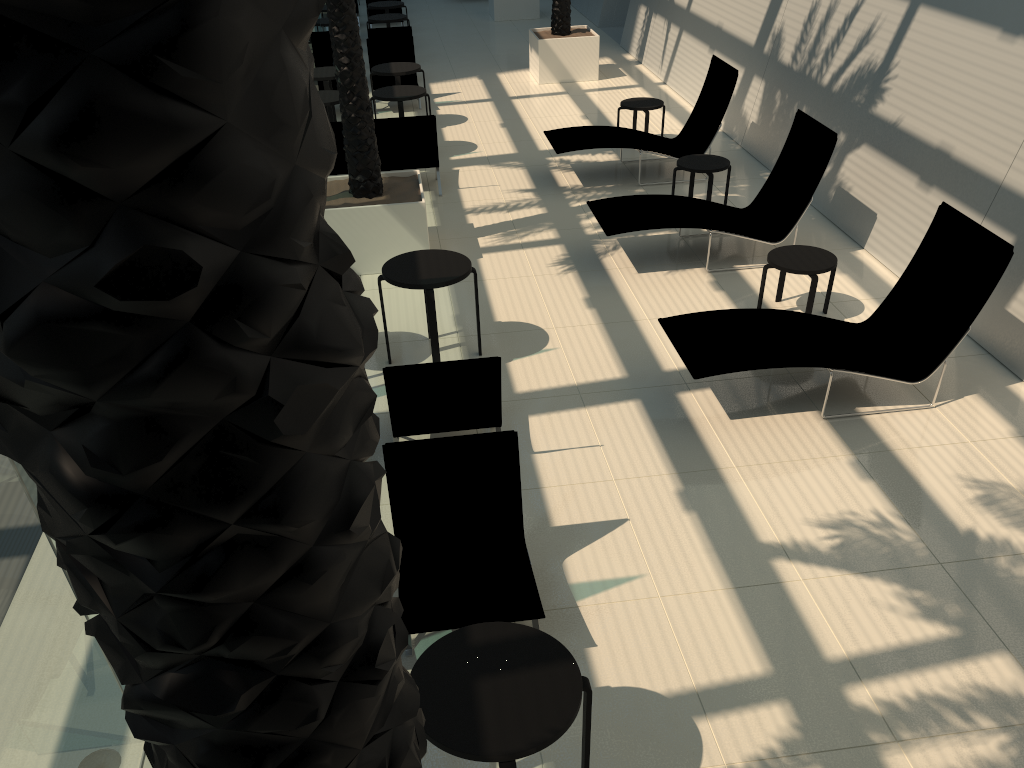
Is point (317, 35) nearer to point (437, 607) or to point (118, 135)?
point (437, 607)

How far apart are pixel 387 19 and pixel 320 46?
2.6m

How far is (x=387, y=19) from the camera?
16.26m

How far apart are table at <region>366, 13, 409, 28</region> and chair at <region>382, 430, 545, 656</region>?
13.7m

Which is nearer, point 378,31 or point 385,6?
point 378,31

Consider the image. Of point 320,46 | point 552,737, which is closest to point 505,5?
point 320,46

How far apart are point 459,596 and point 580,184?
7.5 meters

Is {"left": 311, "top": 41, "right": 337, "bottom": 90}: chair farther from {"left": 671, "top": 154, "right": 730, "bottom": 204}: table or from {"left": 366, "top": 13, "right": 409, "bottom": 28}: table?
{"left": 671, "top": 154, "right": 730, "bottom": 204}: table

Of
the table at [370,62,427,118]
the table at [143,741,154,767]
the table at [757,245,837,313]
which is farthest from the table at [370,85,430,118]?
the table at [143,741,154,767]

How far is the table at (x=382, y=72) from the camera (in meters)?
12.69
